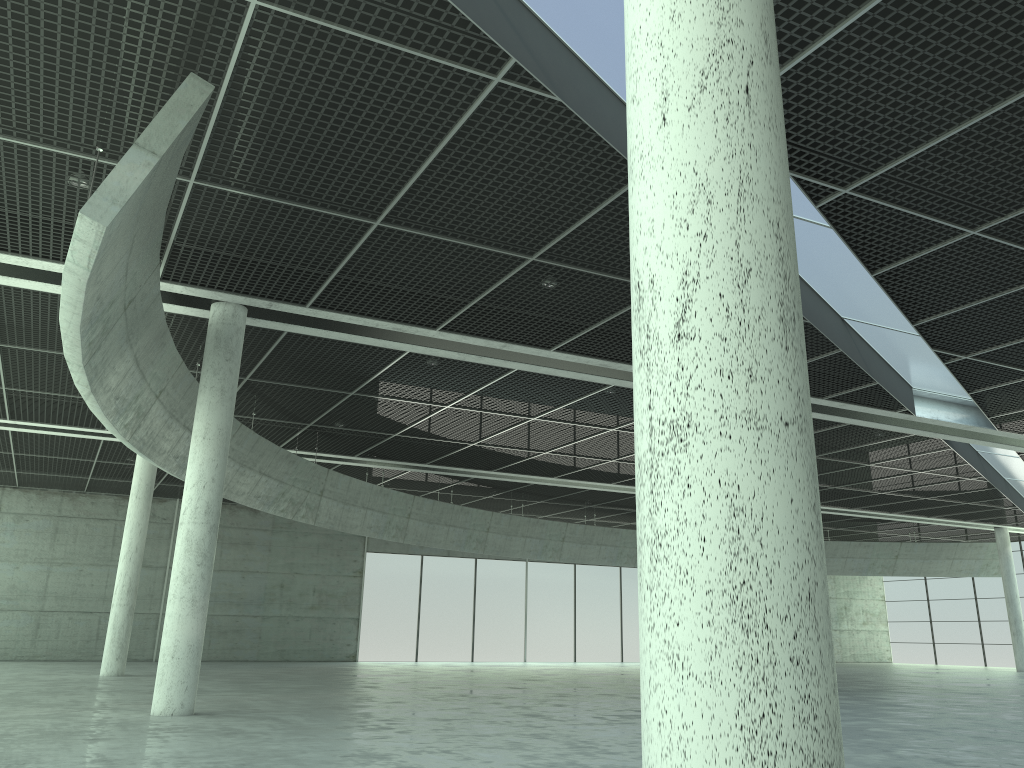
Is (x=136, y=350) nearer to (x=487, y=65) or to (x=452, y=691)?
(x=487, y=65)

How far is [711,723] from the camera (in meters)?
5.06
